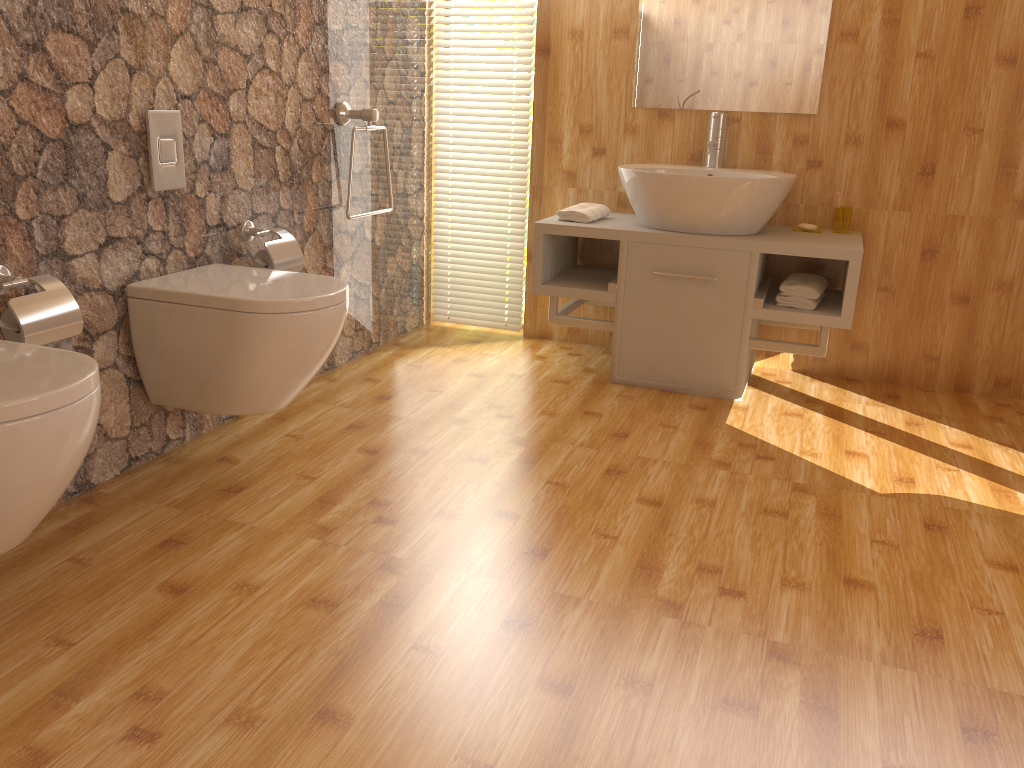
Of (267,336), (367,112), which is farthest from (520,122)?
(267,336)

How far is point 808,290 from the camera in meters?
3.0 m

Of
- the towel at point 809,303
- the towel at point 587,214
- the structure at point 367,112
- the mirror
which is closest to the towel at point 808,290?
the towel at point 809,303

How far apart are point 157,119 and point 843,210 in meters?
2.3 m

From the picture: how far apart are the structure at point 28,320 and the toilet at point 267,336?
0.3m

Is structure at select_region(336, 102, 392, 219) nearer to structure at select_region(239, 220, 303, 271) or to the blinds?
structure at select_region(239, 220, 303, 271)

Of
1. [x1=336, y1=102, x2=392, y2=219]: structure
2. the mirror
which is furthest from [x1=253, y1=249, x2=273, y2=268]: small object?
the mirror

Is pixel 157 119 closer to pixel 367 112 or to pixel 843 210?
pixel 367 112

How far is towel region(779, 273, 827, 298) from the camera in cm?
305

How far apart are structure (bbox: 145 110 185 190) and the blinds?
1.6m
